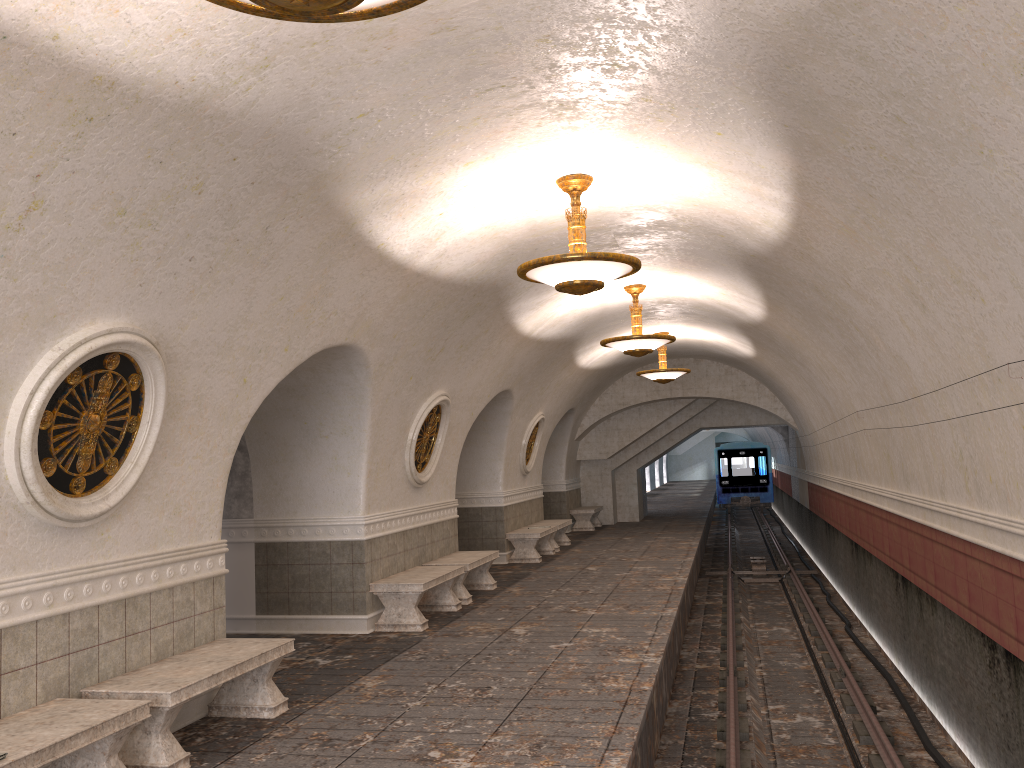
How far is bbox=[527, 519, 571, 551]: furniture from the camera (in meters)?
16.81

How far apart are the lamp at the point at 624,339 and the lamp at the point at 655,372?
4.37m

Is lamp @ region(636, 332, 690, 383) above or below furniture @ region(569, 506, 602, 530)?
above

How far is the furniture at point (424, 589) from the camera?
9.3 meters

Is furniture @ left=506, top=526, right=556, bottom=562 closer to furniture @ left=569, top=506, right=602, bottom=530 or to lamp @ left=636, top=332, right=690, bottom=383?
lamp @ left=636, top=332, right=690, bottom=383

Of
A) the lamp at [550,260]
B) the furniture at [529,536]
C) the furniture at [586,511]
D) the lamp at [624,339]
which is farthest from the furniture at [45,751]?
the furniture at [586,511]

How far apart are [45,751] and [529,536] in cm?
1126

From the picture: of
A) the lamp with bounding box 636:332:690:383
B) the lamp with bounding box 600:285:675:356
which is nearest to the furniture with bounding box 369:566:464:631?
the lamp with bounding box 600:285:675:356

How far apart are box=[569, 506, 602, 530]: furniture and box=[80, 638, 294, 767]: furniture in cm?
1515

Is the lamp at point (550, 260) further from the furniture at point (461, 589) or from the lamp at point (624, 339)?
the furniture at point (461, 589)
